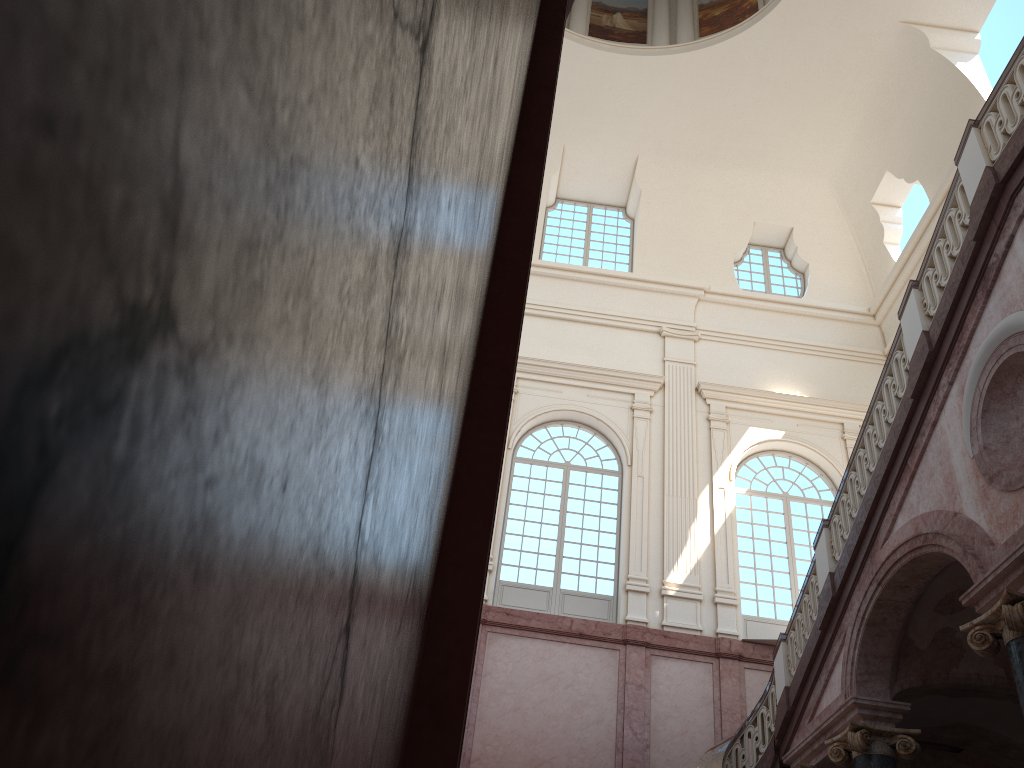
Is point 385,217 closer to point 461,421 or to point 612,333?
point 461,421
